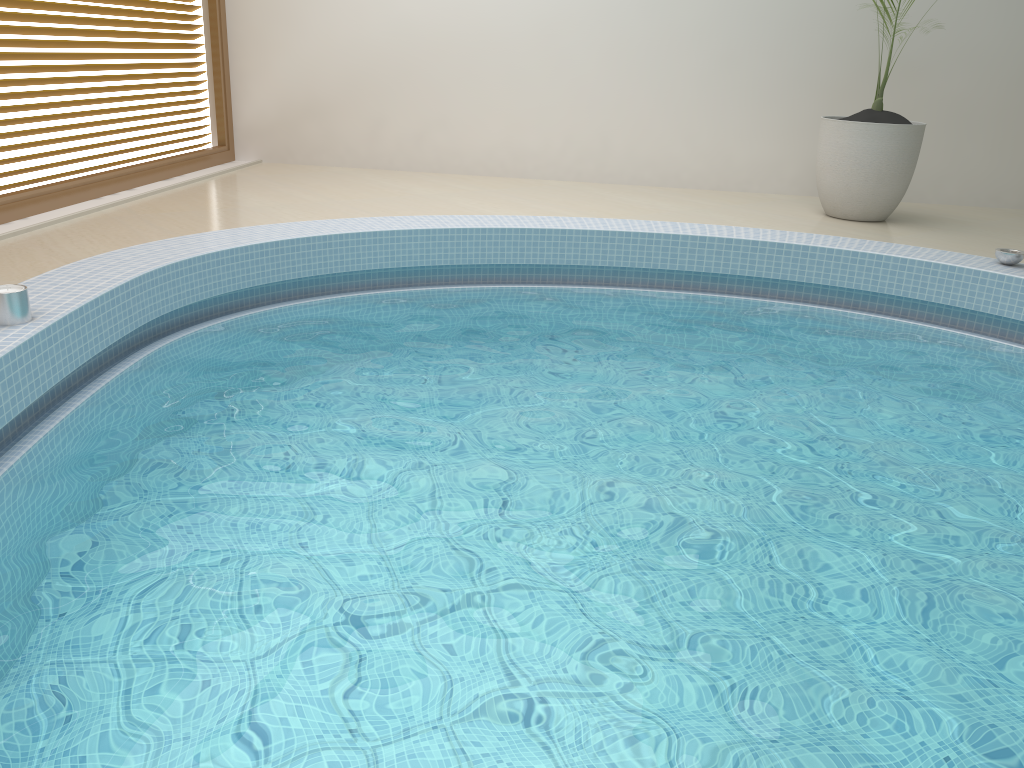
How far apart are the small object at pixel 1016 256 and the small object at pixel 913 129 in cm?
143

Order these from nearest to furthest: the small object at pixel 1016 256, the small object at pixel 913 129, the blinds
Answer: the small object at pixel 1016 256 < the blinds < the small object at pixel 913 129

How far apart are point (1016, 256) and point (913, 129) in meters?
1.6

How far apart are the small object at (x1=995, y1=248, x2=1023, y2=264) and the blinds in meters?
5.3 m

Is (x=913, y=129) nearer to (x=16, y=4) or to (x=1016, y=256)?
(x=1016, y=256)

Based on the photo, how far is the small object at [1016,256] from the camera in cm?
437

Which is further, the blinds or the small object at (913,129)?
the small object at (913,129)

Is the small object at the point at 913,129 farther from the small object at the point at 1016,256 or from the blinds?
the blinds

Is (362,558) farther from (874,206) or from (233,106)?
(233,106)

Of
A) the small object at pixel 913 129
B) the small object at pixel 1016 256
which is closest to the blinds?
the small object at pixel 913 129
